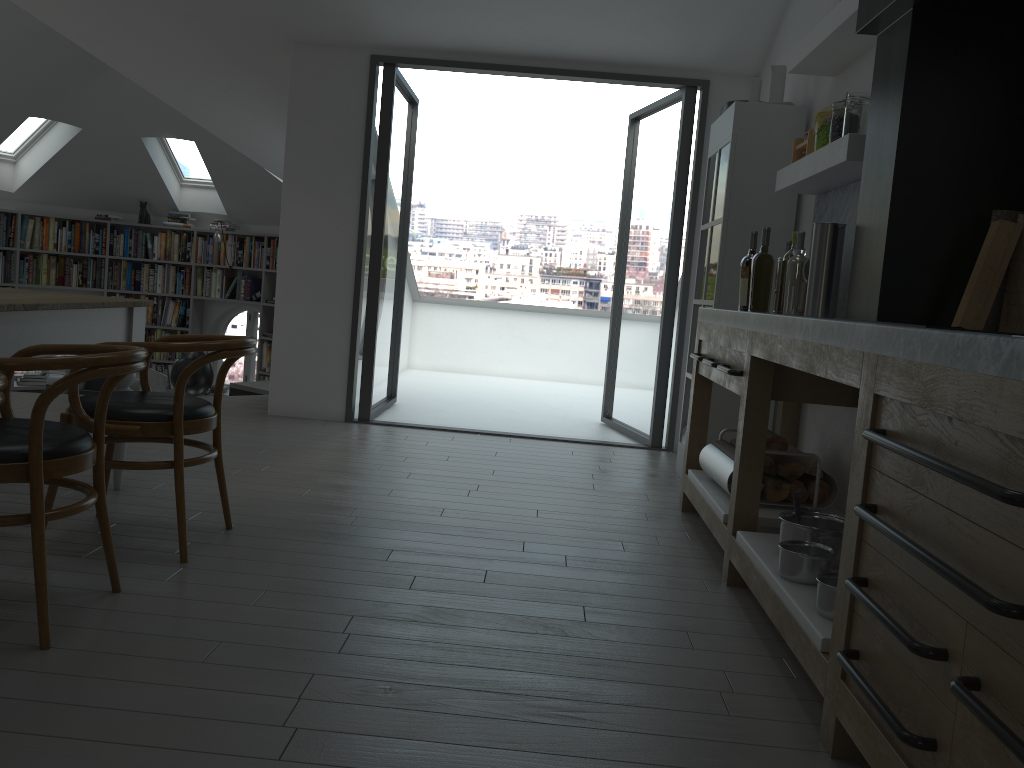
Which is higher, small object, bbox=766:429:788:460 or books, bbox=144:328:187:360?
small object, bbox=766:429:788:460

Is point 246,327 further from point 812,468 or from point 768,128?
point 812,468

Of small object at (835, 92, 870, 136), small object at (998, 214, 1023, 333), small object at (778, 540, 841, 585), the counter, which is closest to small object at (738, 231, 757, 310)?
the counter

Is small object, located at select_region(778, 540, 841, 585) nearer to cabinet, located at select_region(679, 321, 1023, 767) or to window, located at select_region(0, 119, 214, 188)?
cabinet, located at select_region(679, 321, 1023, 767)

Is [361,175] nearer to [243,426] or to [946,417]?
[243,426]

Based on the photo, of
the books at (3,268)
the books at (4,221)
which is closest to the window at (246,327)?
the books at (3,268)

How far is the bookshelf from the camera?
9.9 meters

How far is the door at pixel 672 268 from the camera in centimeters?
576cm

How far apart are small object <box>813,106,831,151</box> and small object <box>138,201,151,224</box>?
8.5 meters

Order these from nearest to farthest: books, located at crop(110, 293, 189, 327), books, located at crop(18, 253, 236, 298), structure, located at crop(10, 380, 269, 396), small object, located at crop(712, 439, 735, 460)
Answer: small object, located at crop(712, 439, 735, 460)
structure, located at crop(10, 380, 269, 396)
books, located at crop(18, 253, 236, 298)
books, located at crop(110, 293, 189, 327)
